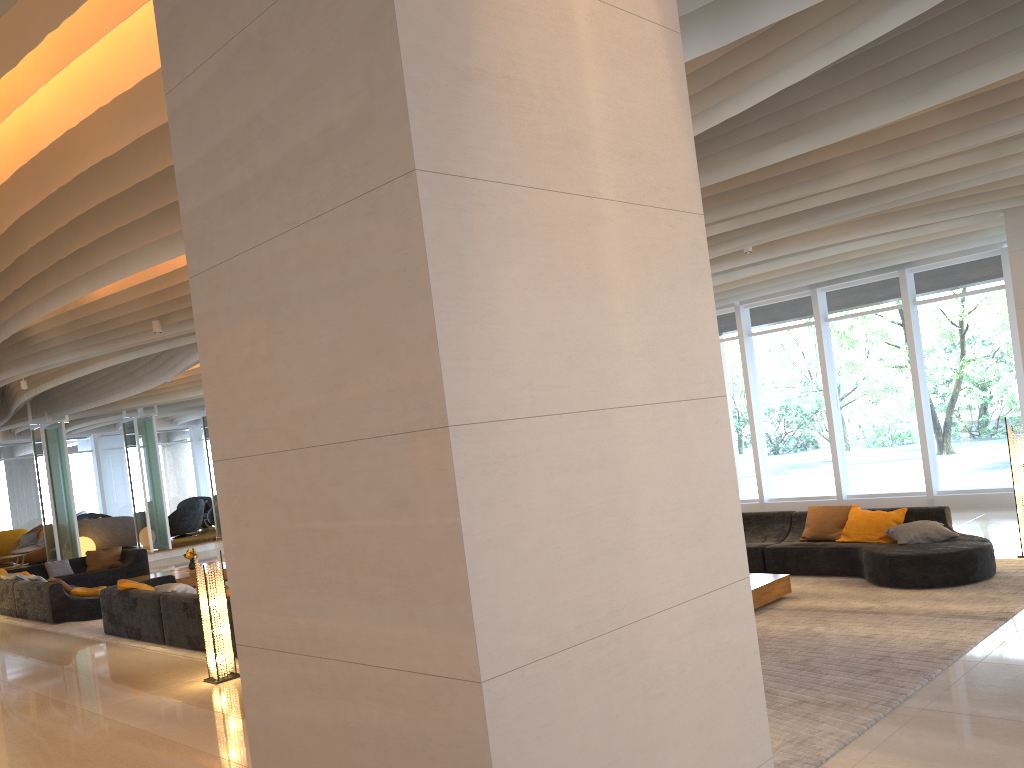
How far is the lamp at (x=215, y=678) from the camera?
7.9m

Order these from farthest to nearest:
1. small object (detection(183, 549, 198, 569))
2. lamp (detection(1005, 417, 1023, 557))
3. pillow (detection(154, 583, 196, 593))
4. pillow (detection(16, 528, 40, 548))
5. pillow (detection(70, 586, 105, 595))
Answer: pillow (detection(16, 528, 40, 548)) → small object (detection(183, 549, 198, 569)) → pillow (detection(70, 586, 105, 595)) → pillow (detection(154, 583, 196, 593)) → lamp (detection(1005, 417, 1023, 557))

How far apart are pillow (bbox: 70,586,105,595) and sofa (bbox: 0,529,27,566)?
11.7m

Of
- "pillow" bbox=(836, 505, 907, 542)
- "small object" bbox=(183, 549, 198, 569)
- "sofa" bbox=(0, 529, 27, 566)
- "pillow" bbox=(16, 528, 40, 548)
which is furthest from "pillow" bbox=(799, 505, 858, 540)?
"sofa" bbox=(0, 529, 27, 566)

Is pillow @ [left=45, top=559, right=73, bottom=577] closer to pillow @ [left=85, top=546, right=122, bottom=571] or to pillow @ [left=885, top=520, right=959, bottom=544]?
pillow @ [left=85, top=546, right=122, bottom=571]

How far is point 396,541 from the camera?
2.32m

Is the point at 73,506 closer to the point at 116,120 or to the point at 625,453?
the point at 116,120

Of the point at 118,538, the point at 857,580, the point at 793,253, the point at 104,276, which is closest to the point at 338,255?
the point at 104,276

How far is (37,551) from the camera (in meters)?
21.37

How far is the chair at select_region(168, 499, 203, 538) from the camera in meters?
24.2
